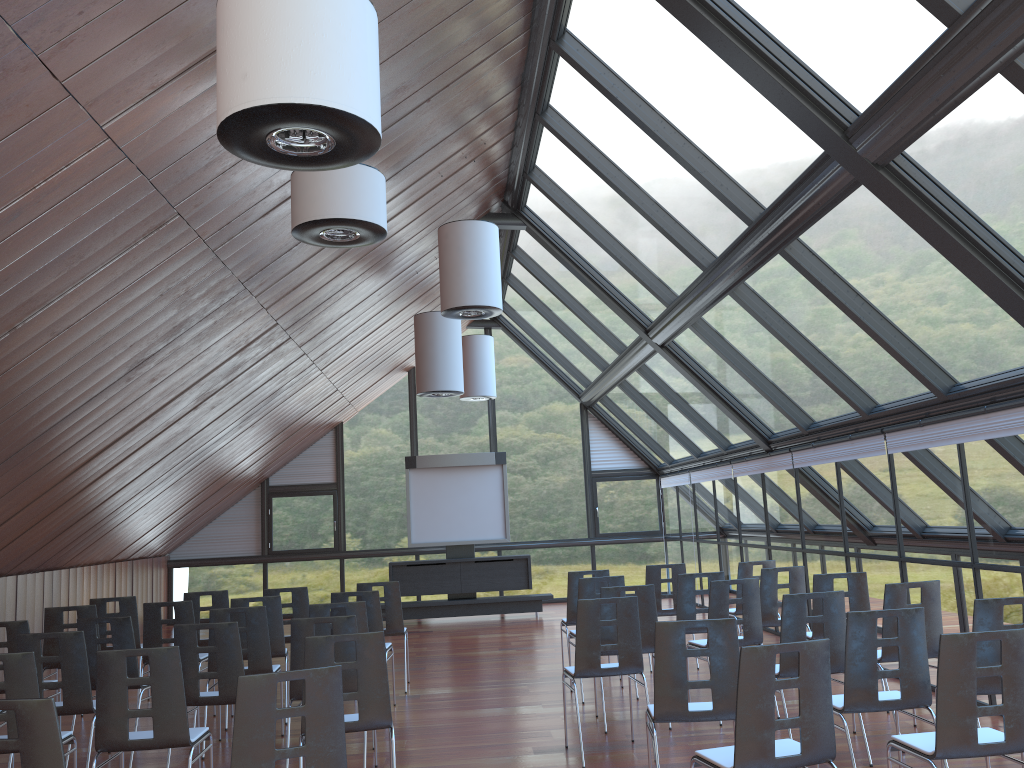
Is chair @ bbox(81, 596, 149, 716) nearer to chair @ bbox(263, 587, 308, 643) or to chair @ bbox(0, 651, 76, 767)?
chair @ bbox(263, 587, 308, 643)

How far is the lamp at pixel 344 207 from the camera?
6.0 meters

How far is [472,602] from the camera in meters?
16.1

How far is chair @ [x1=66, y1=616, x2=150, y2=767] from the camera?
7.2m

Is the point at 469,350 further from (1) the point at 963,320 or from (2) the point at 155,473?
(1) the point at 963,320

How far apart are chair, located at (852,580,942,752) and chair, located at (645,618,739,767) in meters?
2.0 m

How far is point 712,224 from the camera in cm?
867

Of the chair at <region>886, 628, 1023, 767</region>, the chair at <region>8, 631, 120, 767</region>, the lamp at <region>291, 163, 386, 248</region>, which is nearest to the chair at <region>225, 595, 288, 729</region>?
the chair at <region>8, 631, 120, 767</region>

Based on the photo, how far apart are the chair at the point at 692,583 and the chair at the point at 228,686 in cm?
429

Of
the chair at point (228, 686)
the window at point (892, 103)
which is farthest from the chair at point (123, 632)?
the window at point (892, 103)
